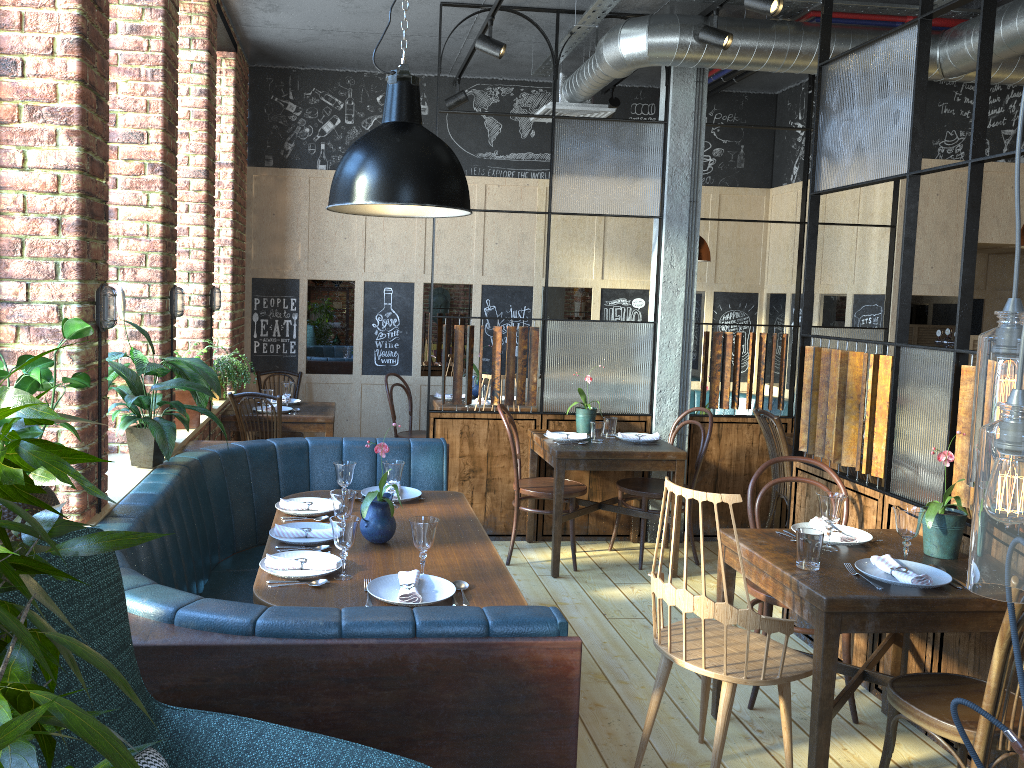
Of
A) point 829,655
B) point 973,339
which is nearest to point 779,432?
point 973,339

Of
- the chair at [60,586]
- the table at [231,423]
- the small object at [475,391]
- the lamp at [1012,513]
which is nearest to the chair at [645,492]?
the table at [231,423]

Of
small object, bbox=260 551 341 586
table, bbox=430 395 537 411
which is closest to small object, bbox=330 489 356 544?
small object, bbox=260 551 341 586

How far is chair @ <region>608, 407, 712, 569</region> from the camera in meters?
5.2

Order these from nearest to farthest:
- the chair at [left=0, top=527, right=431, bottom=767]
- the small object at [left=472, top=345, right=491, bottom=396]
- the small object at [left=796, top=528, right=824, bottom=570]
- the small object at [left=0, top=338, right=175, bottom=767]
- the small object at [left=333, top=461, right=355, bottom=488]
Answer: the small object at [left=0, top=338, right=175, bottom=767]
the chair at [left=0, top=527, right=431, bottom=767]
the small object at [left=796, top=528, right=824, bottom=570]
the small object at [left=333, top=461, right=355, bottom=488]
the small object at [left=472, top=345, right=491, bottom=396]

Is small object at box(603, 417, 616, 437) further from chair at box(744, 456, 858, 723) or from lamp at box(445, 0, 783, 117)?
lamp at box(445, 0, 783, 117)

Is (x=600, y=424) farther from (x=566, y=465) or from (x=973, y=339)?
(x=973, y=339)

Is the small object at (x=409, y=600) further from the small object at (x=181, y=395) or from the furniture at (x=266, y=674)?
the small object at (x=181, y=395)

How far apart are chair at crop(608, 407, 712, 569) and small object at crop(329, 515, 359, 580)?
2.75m

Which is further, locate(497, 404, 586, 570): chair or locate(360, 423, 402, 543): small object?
locate(497, 404, 586, 570): chair
